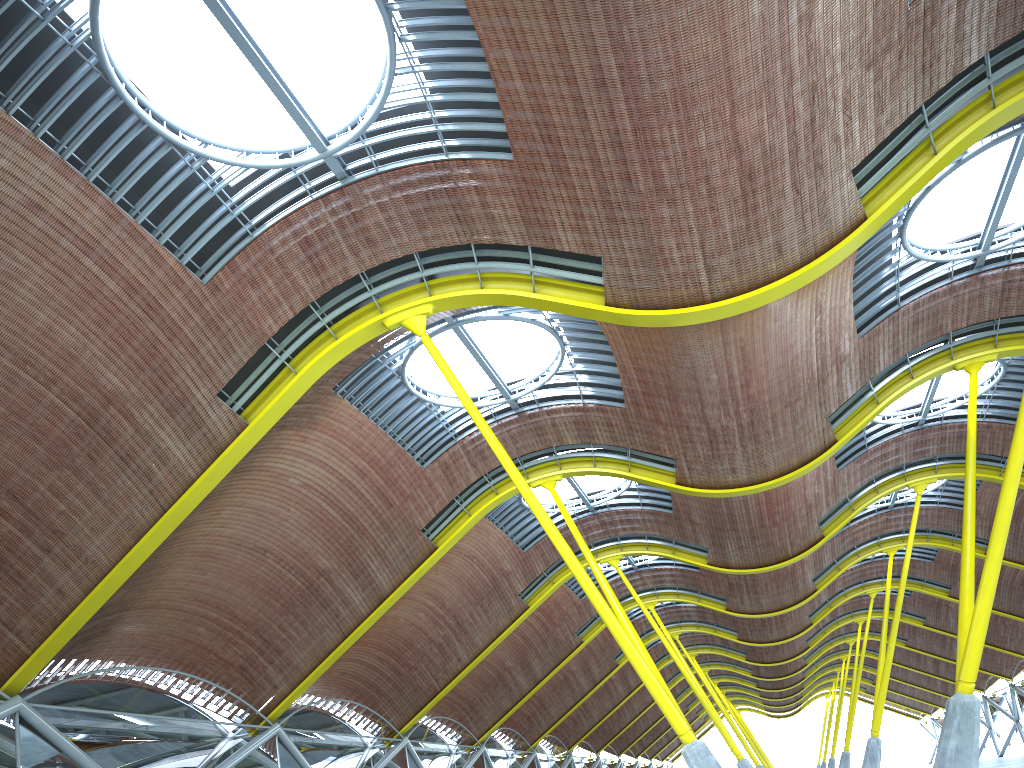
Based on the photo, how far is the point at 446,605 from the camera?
37.9m
